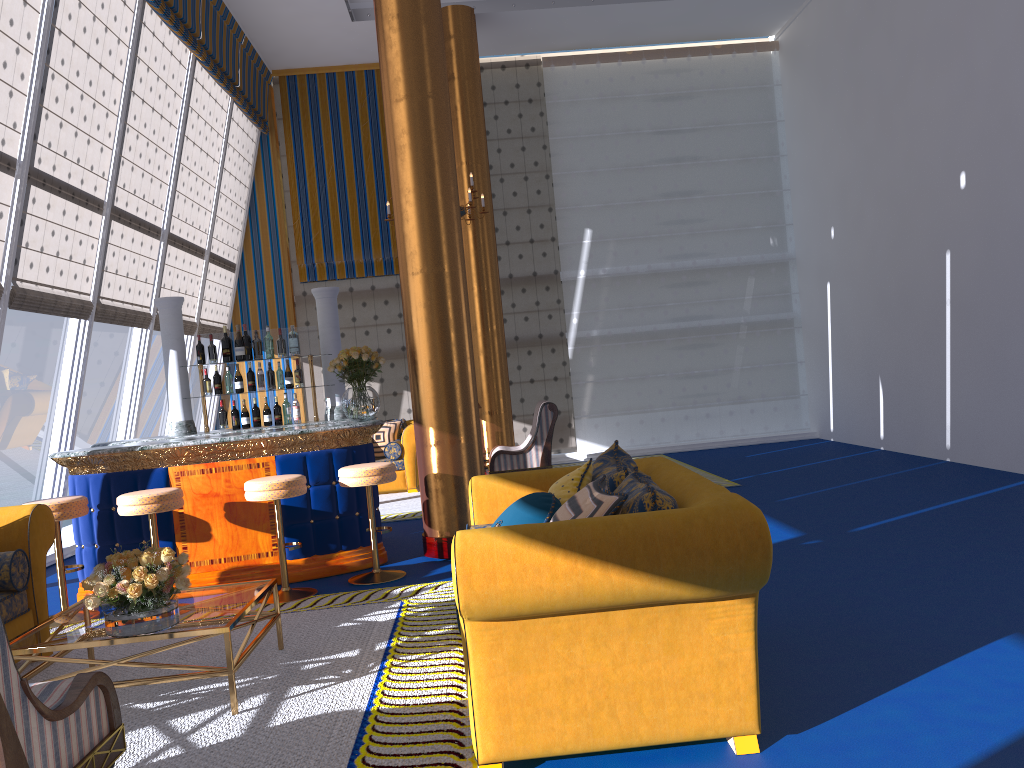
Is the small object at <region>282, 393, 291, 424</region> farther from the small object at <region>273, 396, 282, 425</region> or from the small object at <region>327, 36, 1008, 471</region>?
the small object at <region>327, 36, 1008, 471</region>

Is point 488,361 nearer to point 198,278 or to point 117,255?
point 198,278

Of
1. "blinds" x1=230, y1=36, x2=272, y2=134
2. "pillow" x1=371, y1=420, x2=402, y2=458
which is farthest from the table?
"blinds" x1=230, y1=36, x2=272, y2=134

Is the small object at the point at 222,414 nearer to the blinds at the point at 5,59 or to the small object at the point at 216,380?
the small object at the point at 216,380

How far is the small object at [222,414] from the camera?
7.2 meters

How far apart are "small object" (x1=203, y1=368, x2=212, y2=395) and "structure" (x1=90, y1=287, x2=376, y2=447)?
0.1 meters

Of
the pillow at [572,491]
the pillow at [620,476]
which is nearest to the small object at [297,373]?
the pillow at [620,476]

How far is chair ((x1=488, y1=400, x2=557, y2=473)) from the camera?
9.2 meters

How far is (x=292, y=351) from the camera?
7.4m

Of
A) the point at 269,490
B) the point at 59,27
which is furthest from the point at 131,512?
the point at 59,27
